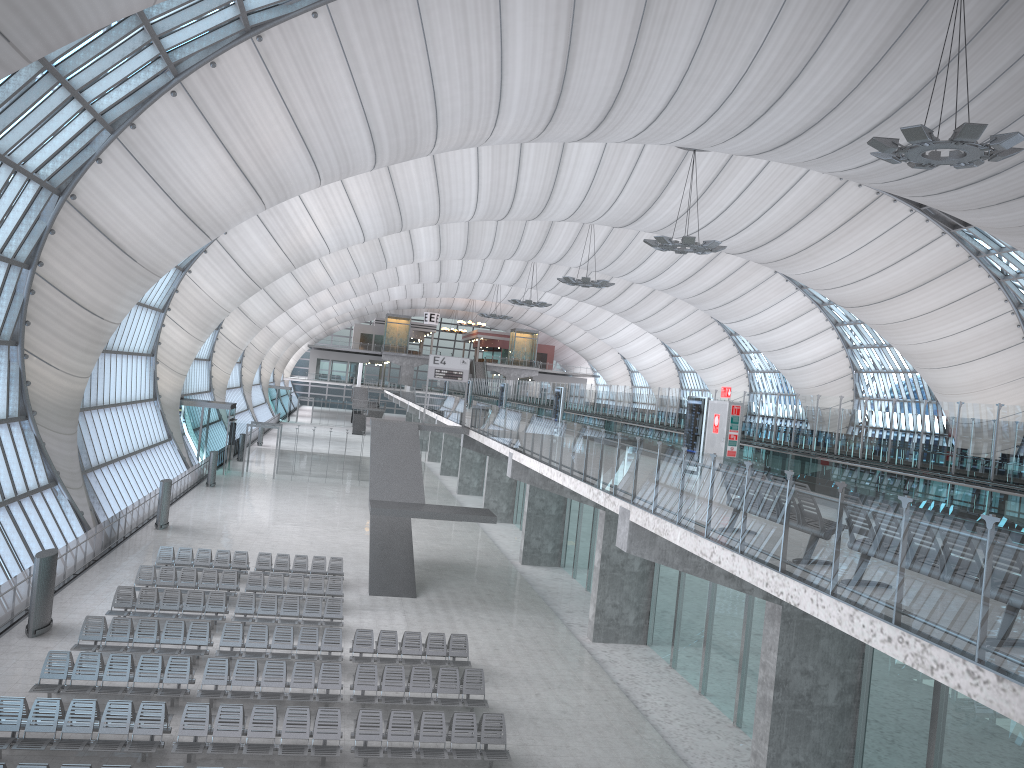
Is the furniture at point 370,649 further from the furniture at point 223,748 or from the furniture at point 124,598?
the furniture at point 223,748

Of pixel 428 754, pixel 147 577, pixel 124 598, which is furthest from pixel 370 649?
pixel 147 577

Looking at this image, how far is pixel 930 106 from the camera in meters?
29.9

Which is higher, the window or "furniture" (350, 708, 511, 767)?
the window

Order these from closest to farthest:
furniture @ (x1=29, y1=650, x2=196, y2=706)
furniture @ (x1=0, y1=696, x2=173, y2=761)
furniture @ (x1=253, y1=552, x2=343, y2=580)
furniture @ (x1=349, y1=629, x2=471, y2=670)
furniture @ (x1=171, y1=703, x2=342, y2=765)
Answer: furniture @ (x1=0, y1=696, x2=173, y2=761) < furniture @ (x1=171, y1=703, x2=342, y2=765) < furniture @ (x1=29, y1=650, x2=196, y2=706) < furniture @ (x1=349, y1=629, x2=471, y2=670) < furniture @ (x1=253, y1=552, x2=343, y2=580)

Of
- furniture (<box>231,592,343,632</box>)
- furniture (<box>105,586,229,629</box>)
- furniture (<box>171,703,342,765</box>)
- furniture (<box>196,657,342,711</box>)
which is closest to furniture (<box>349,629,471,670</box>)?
furniture (<box>196,657,342,711</box>)

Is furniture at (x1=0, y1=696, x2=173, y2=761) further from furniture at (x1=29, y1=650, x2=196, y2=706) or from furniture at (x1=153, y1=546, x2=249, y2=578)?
furniture at (x1=153, y1=546, x2=249, y2=578)

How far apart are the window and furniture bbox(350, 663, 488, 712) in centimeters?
1022cm

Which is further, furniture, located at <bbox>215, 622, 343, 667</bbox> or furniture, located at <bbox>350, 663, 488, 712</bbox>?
furniture, located at <bbox>215, 622, 343, 667</bbox>

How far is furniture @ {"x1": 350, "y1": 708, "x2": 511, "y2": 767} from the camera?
14.7m
